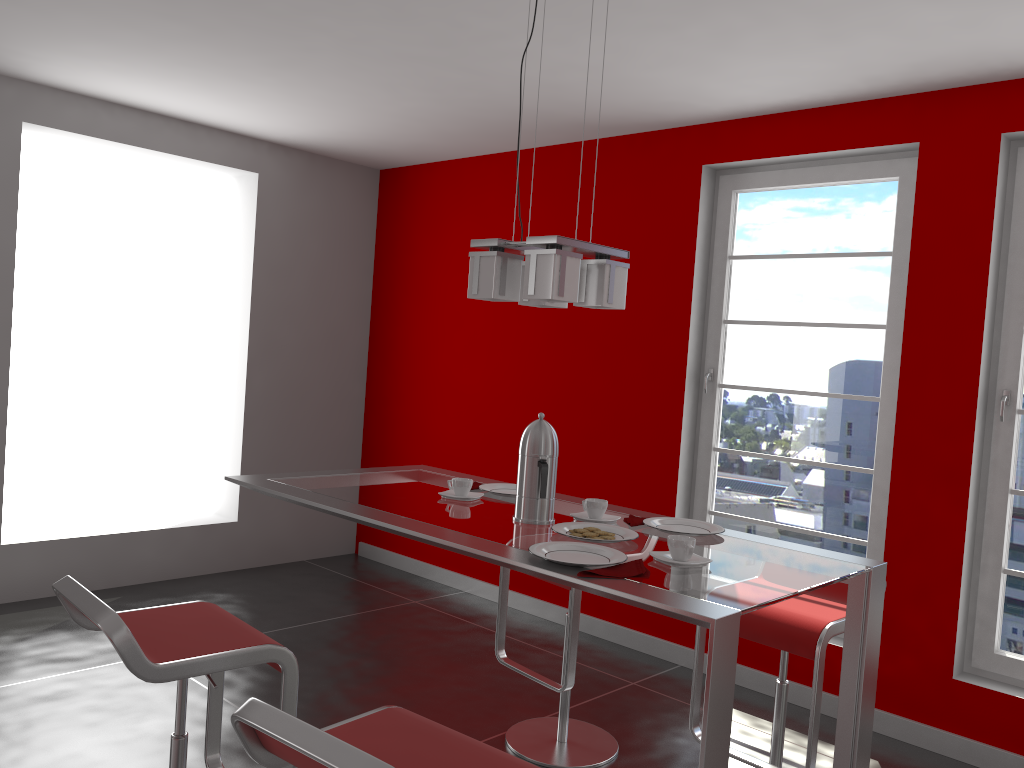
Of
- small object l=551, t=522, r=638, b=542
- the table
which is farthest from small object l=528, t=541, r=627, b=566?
small object l=551, t=522, r=638, b=542

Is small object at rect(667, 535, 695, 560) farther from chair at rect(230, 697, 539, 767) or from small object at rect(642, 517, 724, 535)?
chair at rect(230, 697, 539, 767)

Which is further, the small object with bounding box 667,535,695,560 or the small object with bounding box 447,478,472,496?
the small object with bounding box 447,478,472,496

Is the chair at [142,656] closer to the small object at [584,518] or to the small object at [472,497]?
the small object at [472,497]

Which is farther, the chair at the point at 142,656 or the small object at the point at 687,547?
the small object at the point at 687,547

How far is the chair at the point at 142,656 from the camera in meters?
1.8

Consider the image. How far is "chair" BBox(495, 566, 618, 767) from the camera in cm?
302

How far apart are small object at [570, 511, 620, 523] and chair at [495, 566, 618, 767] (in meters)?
0.67

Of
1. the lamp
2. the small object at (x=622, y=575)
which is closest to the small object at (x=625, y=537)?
the small object at (x=622, y=575)

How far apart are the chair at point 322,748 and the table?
0.32m
